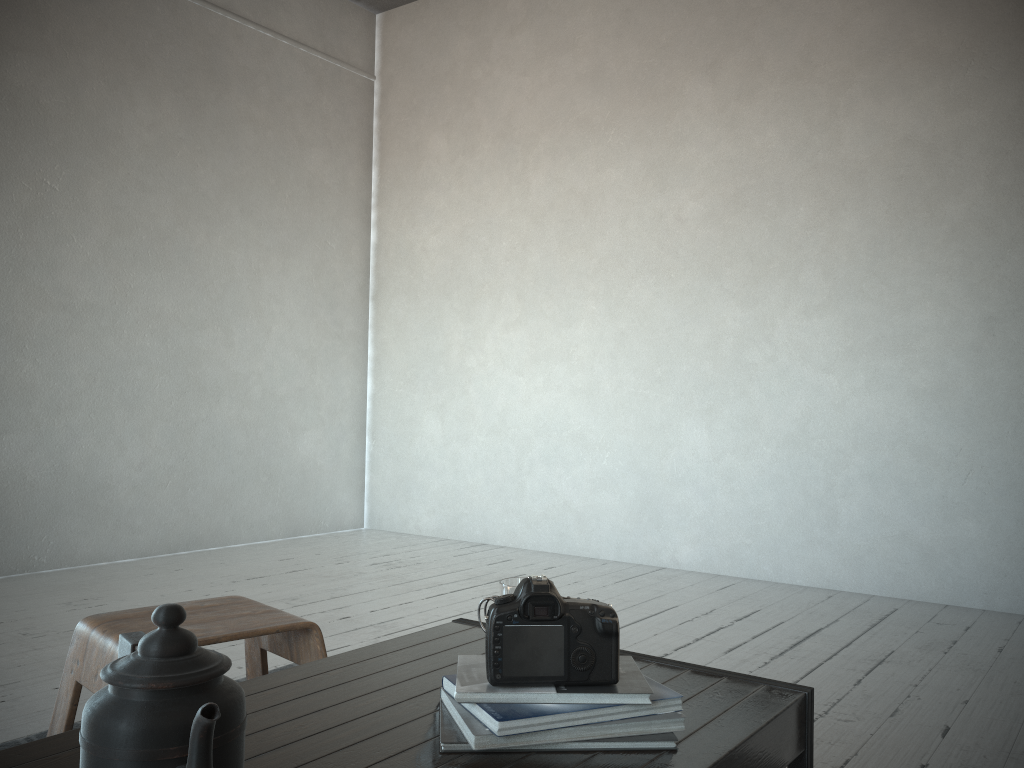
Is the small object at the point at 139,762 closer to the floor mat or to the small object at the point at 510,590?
the small object at the point at 510,590

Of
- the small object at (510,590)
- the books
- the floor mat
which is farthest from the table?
the floor mat

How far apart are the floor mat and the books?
1.2 meters

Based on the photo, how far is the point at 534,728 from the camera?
0.9m

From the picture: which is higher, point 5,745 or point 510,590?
point 510,590

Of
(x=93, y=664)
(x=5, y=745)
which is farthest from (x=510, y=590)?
(x=5, y=745)

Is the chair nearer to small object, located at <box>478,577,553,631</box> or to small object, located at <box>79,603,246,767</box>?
small object, located at <box>478,577,553,631</box>

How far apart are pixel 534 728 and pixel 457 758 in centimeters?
8cm

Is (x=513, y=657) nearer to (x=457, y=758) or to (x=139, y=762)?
(x=457, y=758)

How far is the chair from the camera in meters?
1.3 m
